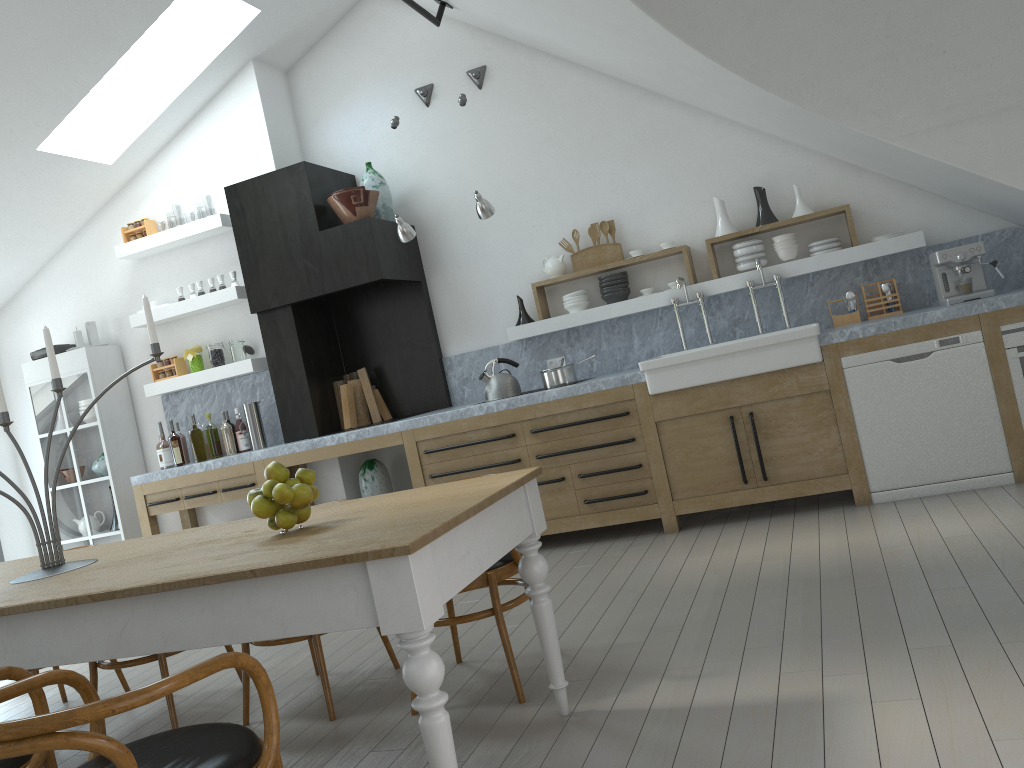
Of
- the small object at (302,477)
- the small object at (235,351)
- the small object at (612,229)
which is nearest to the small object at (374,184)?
the small object at (235,351)

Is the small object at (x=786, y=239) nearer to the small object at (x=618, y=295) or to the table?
the small object at (x=618, y=295)

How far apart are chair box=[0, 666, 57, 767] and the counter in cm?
349

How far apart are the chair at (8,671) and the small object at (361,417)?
4.31m

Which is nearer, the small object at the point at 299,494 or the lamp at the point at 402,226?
the small object at the point at 299,494

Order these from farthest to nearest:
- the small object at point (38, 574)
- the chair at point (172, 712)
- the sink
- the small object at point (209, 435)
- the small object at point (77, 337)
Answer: the small object at point (77, 337) < the small object at point (209, 435) < the sink < the chair at point (172, 712) < the small object at point (38, 574)

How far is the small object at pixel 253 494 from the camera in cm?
264

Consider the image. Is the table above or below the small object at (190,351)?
below

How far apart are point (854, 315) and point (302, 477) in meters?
4.0 m

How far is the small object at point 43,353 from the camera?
6.8m
